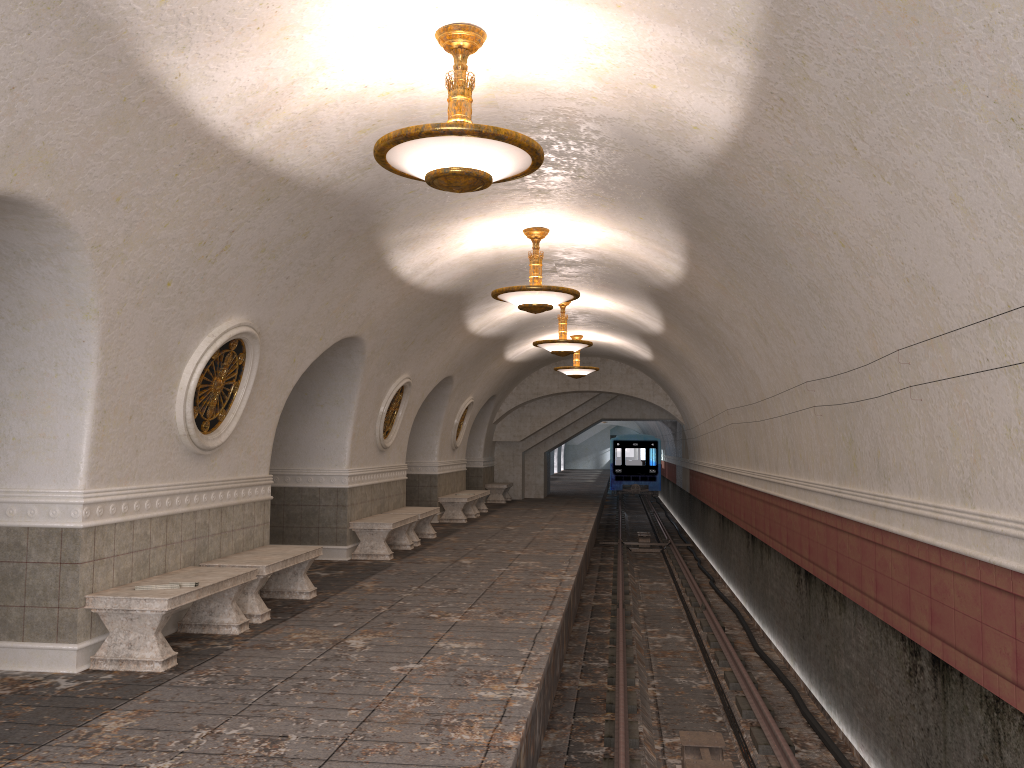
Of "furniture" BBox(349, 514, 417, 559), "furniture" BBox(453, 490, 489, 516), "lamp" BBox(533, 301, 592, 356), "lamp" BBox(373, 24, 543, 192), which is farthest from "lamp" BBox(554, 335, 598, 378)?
"lamp" BBox(373, 24, 543, 192)

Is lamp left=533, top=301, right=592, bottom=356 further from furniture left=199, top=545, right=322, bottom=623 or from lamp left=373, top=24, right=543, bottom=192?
lamp left=373, top=24, right=543, bottom=192

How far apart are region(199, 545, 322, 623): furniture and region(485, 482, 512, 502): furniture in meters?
15.2

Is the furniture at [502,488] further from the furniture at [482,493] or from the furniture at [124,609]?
the furniture at [124,609]

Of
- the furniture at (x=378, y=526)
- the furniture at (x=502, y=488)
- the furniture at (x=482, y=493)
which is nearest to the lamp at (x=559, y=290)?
the furniture at (x=378, y=526)

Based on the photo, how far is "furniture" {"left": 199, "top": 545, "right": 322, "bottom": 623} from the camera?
7.74m

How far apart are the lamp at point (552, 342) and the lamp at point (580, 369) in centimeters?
439cm

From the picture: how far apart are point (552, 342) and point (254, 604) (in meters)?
7.70

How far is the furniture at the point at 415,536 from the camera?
13.73m

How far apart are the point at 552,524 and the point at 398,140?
13.5m
